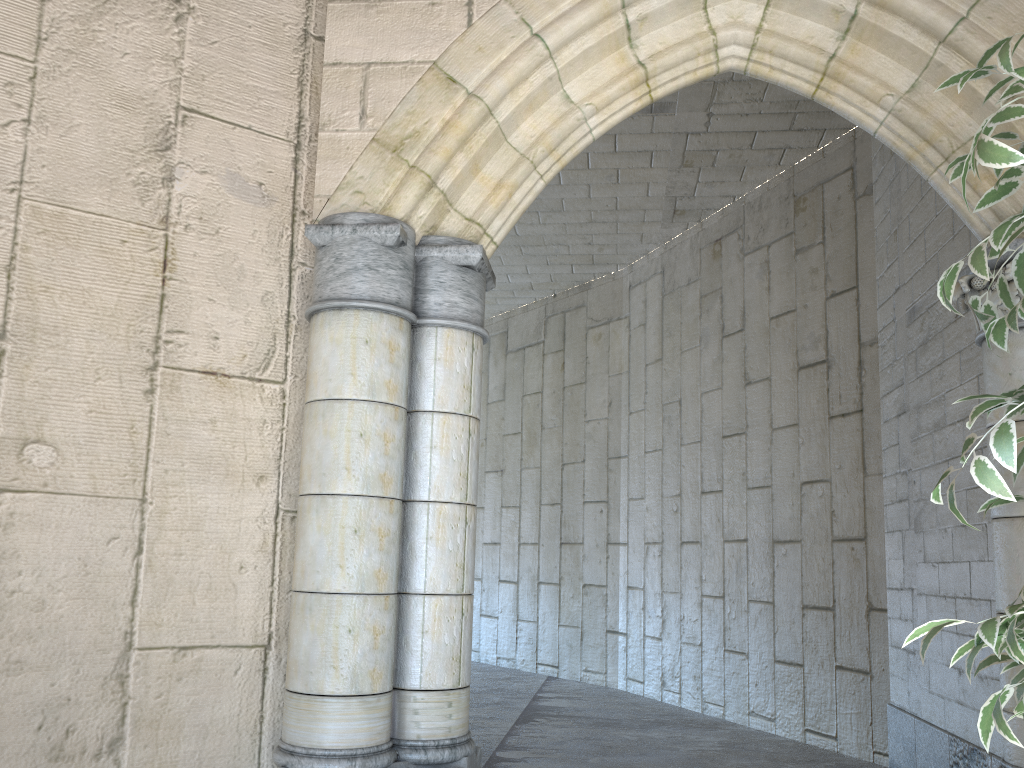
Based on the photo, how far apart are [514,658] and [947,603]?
4.8m

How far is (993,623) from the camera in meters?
1.0

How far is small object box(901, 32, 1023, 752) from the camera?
1.0 meters

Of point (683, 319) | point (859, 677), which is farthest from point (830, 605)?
point (683, 319)

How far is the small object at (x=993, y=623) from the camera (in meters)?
0.98
